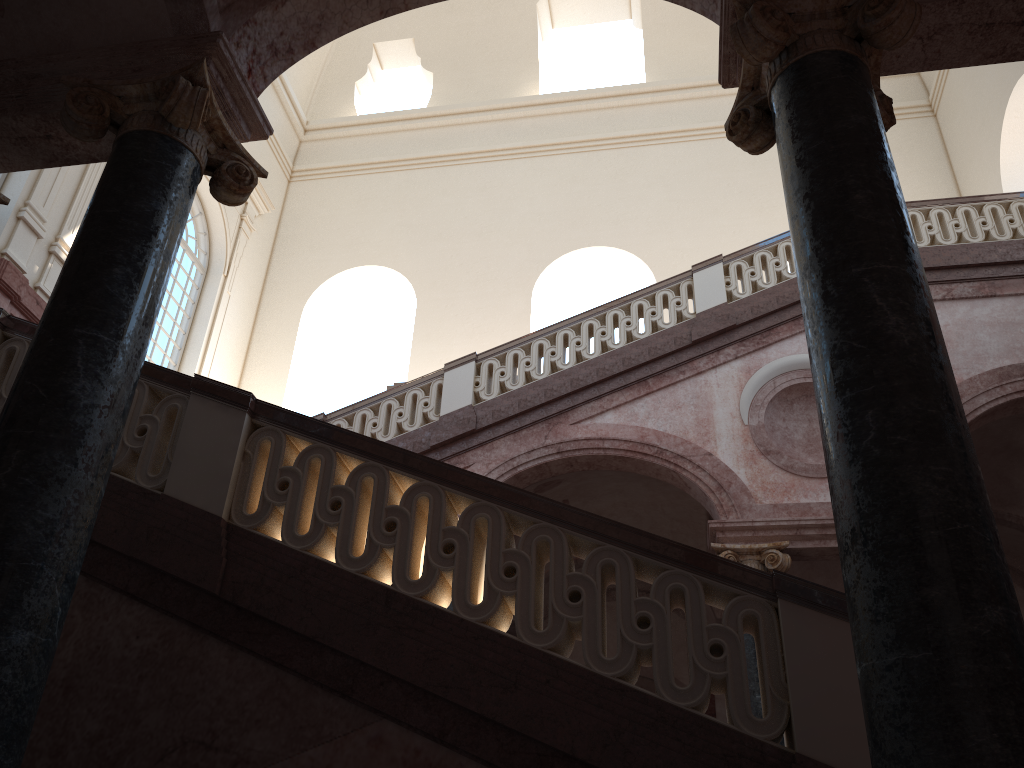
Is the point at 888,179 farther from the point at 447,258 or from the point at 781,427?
the point at 447,258
